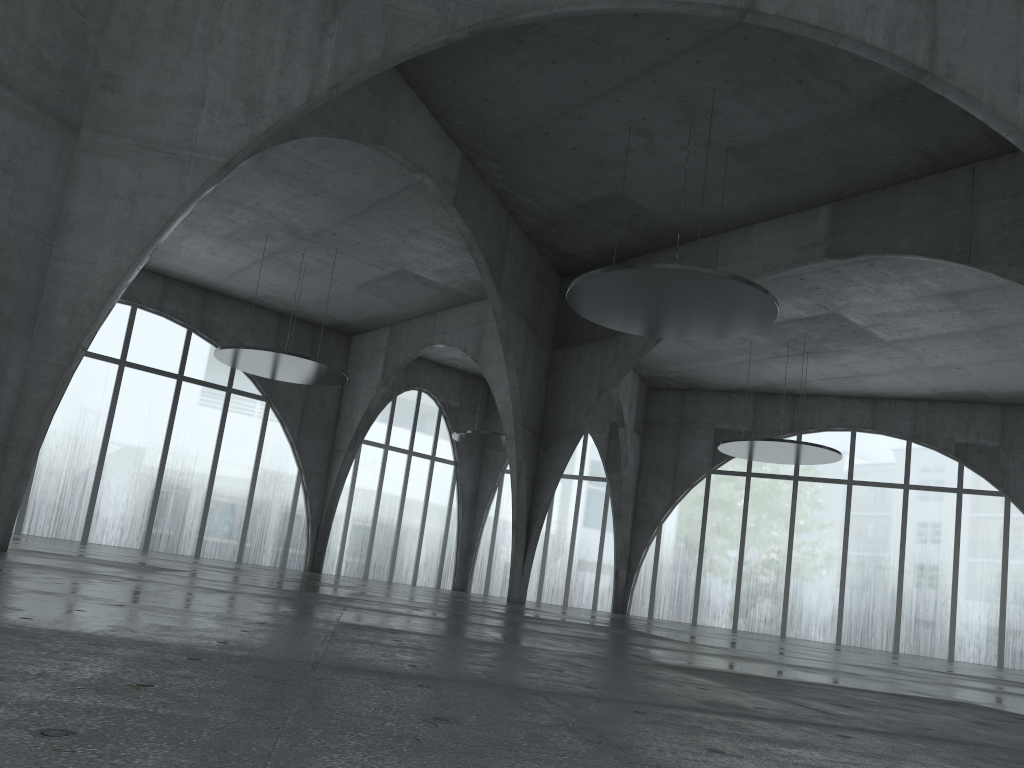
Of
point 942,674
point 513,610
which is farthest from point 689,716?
point 513,610
